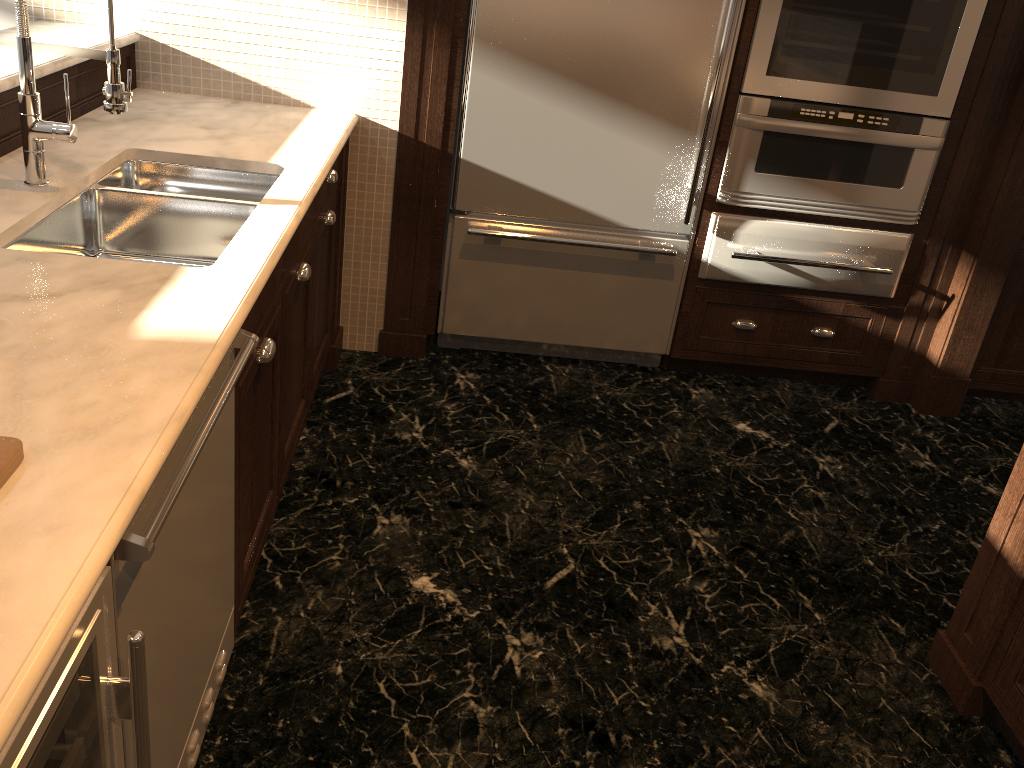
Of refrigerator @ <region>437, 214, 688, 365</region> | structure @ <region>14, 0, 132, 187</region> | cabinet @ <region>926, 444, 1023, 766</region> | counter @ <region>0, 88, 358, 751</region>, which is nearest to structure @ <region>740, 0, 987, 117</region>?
refrigerator @ <region>437, 214, 688, 365</region>

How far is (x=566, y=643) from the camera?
2.20m

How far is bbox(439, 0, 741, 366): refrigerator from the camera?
2.9 meters

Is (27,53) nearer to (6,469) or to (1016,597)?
(6,469)

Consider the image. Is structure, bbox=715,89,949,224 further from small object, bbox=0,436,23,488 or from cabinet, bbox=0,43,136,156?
small object, bbox=0,436,23,488

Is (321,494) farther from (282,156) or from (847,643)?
(847,643)

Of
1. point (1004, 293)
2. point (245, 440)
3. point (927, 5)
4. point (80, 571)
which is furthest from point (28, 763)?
point (1004, 293)

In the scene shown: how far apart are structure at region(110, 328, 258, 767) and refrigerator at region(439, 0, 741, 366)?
1.63m

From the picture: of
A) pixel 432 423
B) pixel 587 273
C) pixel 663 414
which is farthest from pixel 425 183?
pixel 663 414

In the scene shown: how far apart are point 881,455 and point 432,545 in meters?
1.7 m
